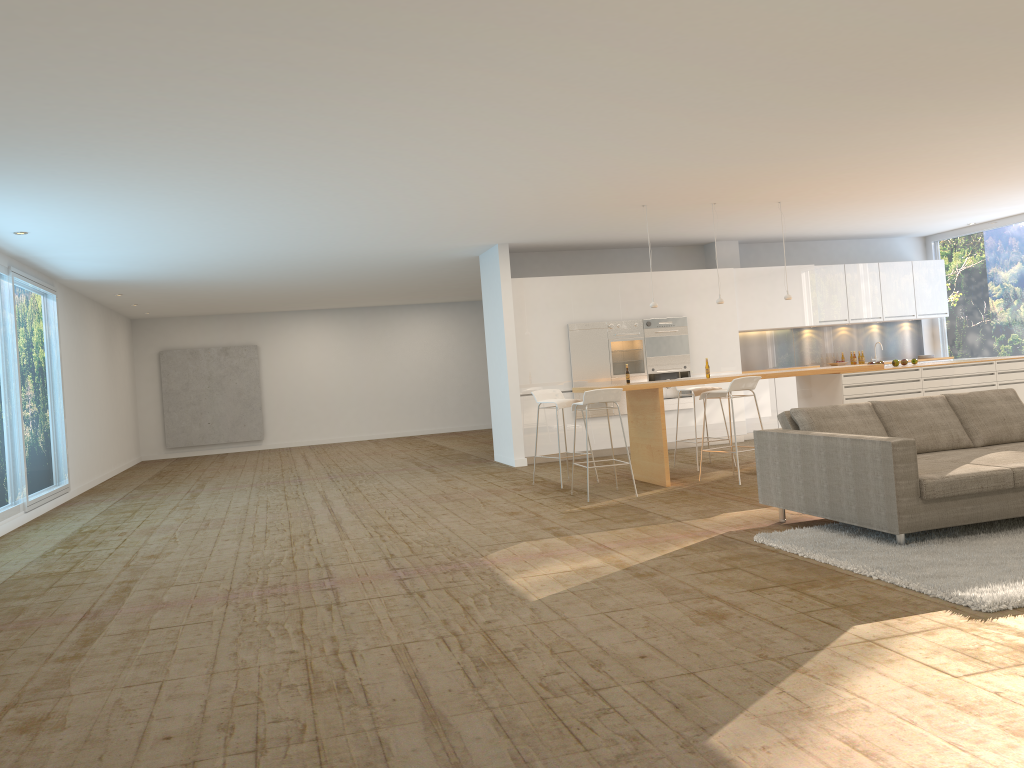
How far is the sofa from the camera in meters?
5.3

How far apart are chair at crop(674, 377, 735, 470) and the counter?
0.9 meters

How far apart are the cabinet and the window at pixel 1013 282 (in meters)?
0.36

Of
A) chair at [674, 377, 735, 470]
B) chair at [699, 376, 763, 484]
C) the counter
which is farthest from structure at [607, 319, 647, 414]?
chair at [699, 376, 763, 484]

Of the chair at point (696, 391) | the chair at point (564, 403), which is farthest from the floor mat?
the chair at point (696, 391)

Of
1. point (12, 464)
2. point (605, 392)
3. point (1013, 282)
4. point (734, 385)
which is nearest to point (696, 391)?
point (734, 385)

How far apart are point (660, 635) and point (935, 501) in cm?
226

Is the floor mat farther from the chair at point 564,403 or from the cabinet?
the cabinet

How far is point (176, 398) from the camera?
18.88m

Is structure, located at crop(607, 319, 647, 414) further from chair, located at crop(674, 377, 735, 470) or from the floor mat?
the floor mat
